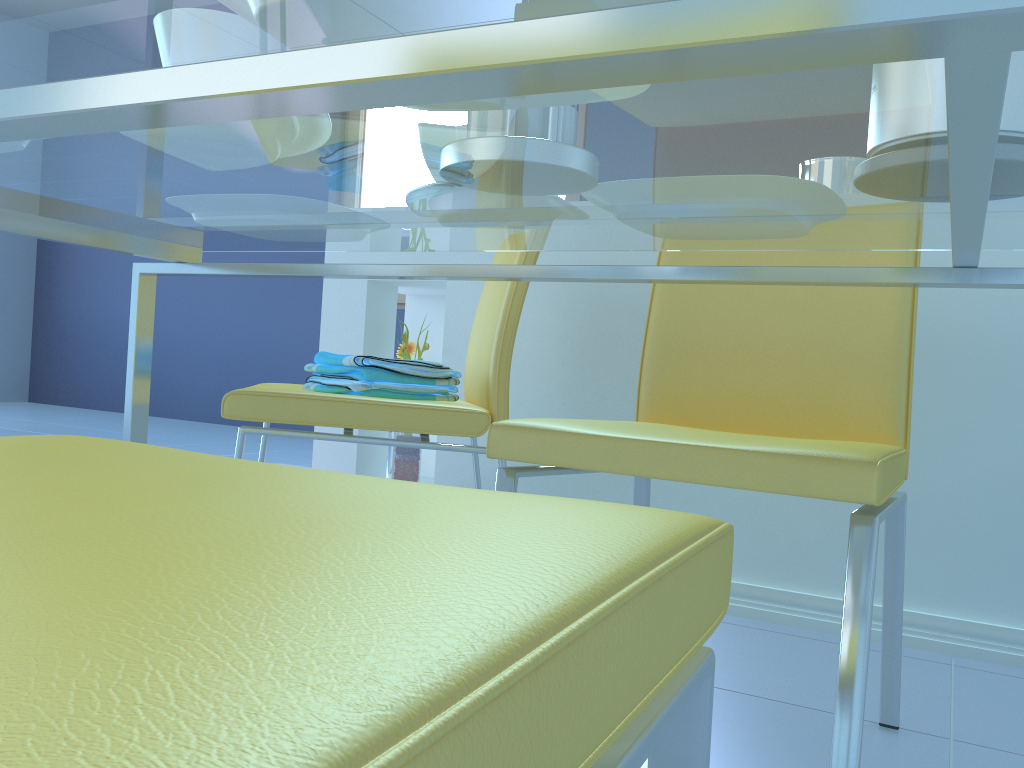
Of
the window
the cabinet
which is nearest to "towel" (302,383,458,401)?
the cabinet

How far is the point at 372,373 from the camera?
1.3m

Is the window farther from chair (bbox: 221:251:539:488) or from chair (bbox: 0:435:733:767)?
chair (bbox: 0:435:733:767)

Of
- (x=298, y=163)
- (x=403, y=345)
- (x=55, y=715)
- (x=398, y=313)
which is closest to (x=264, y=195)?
(x=298, y=163)

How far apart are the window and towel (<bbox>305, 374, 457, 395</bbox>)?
3.3m

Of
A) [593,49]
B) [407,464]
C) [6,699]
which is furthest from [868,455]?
[407,464]

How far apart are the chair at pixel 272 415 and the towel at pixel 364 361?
0.0 meters

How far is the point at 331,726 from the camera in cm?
14

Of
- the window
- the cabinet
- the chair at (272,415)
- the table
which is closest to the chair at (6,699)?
the table

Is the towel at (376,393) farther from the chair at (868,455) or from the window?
the window
